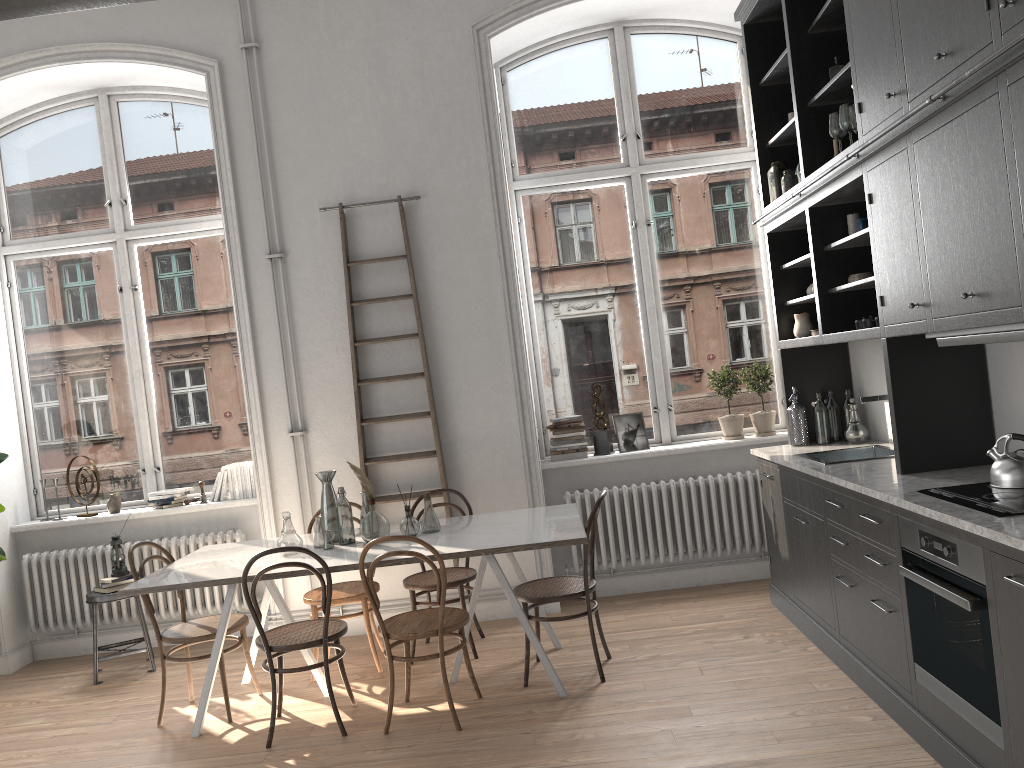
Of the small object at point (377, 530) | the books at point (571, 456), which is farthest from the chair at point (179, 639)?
the books at point (571, 456)

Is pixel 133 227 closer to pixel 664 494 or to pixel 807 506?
pixel 664 494

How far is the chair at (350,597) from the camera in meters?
4.9

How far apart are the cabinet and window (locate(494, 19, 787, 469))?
0.65m

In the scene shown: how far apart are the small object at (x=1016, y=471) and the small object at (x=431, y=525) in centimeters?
266cm

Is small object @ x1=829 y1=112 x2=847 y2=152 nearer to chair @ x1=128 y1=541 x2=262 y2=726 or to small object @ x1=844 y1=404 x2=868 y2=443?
small object @ x1=844 y1=404 x2=868 y2=443

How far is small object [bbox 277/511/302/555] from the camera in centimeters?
452cm

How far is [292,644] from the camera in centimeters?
407cm

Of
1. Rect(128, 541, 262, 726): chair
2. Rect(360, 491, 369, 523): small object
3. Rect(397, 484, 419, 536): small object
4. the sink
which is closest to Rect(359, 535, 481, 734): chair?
Rect(397, 484, 419, 536): small object

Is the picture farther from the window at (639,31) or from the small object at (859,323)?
the small object at (859,323)
